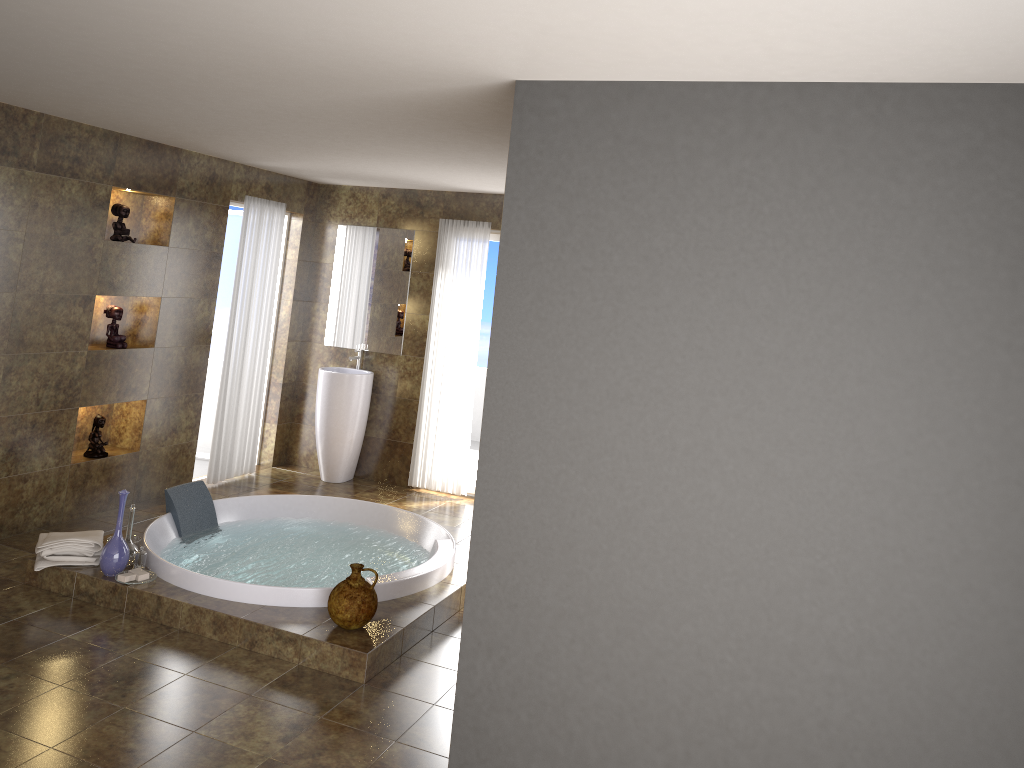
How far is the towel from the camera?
4.6 meters

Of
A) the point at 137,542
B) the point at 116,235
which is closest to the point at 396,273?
the point at 116,235

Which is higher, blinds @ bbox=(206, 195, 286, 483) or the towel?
blinds @ bbox=(206, 195, 286, 483)

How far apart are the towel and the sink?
2.61m

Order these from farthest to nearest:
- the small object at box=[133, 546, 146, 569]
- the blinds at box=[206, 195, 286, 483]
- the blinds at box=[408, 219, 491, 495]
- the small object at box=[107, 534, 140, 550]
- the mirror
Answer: the mirror, the blinds at box=[408, 219, 491, 495], the blinds at box=[206, 195, 286, 483], the small object at box=[107, 534, 140, 550], the small object at box=[133, 546, 146, 569]

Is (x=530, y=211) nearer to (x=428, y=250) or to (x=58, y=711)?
(x=58, y=711)

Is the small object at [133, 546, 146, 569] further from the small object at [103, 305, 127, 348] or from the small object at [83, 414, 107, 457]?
the small object at [103, 305, 127, 348]

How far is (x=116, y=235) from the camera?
5.8m

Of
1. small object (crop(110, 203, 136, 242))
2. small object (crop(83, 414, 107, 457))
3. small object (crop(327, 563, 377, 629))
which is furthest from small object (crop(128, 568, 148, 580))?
small object (crop(110, 203, 136, 242))

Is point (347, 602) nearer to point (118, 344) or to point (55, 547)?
point (55, 547)
